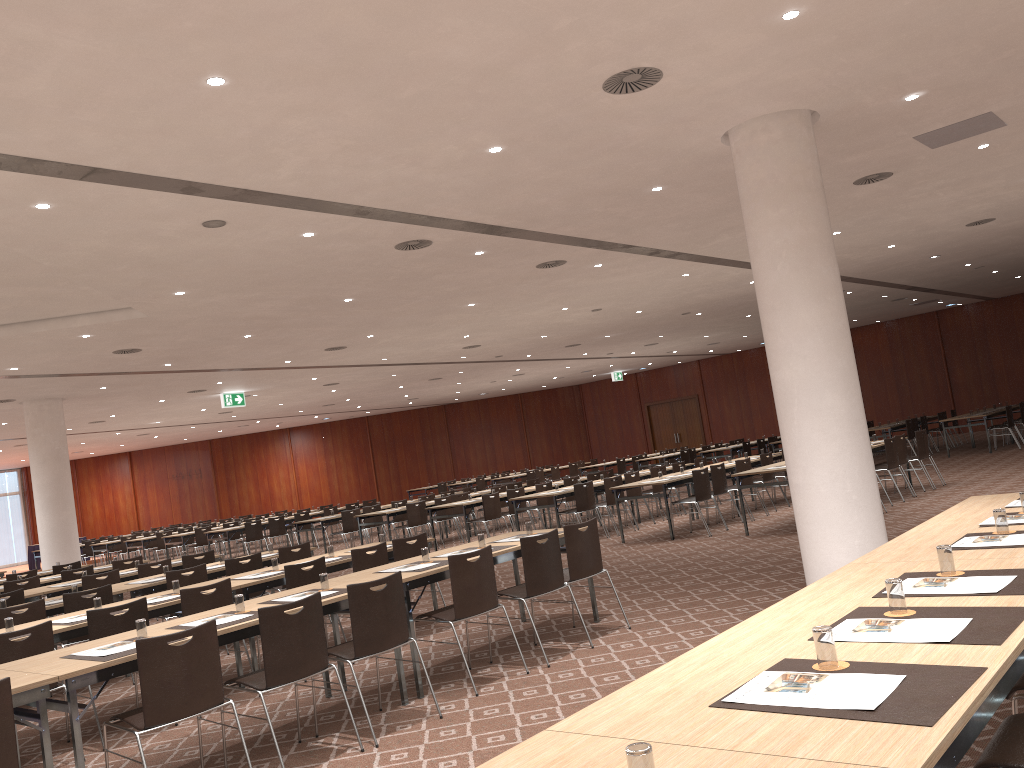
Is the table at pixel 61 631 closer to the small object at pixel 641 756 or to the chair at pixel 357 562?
the chair at pixel 357 562

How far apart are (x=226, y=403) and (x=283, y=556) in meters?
12.2 m

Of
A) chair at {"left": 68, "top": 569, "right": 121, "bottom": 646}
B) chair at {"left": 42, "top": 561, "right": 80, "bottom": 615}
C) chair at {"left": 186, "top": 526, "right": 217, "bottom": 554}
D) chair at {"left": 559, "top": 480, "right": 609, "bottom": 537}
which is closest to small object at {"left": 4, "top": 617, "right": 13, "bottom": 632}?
chair at {"left": 68, "top": 569, "right": 121, "bottom": 646}

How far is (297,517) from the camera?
21.0 meters

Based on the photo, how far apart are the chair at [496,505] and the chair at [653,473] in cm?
281

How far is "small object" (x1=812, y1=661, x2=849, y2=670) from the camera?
2.51m

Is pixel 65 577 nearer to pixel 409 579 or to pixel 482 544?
pixel 482 544

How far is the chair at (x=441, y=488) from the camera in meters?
30.2

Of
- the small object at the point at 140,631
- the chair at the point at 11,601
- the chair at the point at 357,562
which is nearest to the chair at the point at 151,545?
the chair at the point at 11,601

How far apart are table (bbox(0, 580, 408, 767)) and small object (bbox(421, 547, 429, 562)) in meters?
0.8 m
